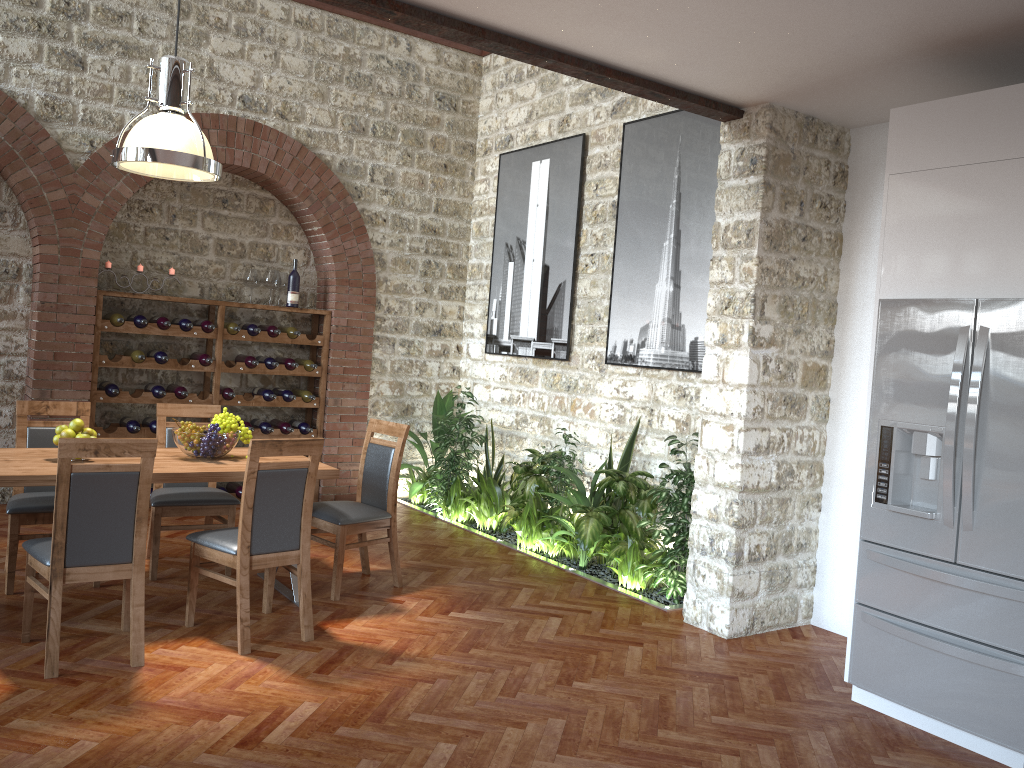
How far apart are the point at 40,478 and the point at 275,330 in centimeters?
365cm

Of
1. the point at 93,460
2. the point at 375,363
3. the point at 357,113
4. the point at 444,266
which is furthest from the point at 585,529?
the point at 357,113

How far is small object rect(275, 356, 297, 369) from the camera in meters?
7.6 m

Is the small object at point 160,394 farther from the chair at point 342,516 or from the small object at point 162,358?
the chair at point 342,516

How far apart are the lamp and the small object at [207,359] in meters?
2.6 m

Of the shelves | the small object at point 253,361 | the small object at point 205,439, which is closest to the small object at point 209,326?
the shelves

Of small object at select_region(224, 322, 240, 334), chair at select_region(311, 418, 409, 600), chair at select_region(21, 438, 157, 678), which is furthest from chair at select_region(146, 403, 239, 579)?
small object at select_region(224, 322, 240, 334)

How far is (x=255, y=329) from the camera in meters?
7.4

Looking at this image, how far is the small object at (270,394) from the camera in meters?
7.6 m

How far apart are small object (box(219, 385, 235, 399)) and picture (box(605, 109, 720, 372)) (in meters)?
3.11
